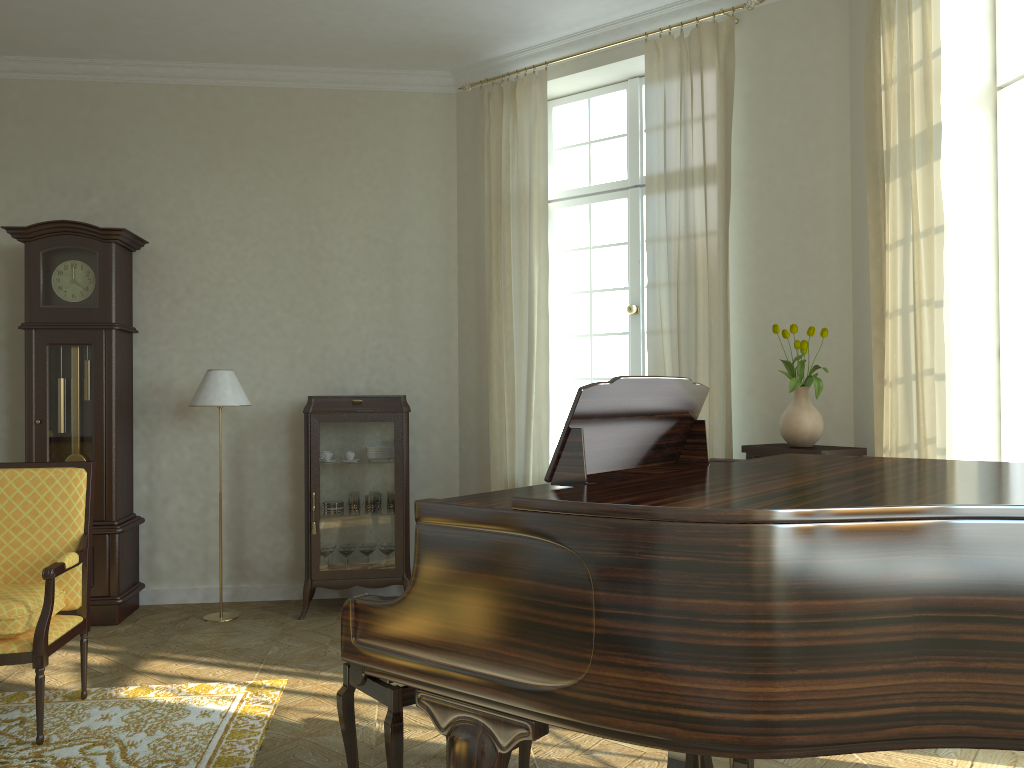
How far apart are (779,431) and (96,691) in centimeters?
364cm

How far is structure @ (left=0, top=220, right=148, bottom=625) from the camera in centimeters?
537cm

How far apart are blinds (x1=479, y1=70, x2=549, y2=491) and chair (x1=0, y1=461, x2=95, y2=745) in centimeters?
241cm

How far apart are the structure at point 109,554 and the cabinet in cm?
108

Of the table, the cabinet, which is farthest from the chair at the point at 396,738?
the cabinet

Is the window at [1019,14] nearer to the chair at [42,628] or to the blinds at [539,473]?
the blinds at [539,473]

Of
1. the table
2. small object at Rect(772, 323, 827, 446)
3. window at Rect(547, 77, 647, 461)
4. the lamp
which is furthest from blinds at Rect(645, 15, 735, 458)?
the lamp

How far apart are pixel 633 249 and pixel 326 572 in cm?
280

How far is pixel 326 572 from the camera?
5.5 meters

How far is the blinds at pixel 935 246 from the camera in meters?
3.5 m
